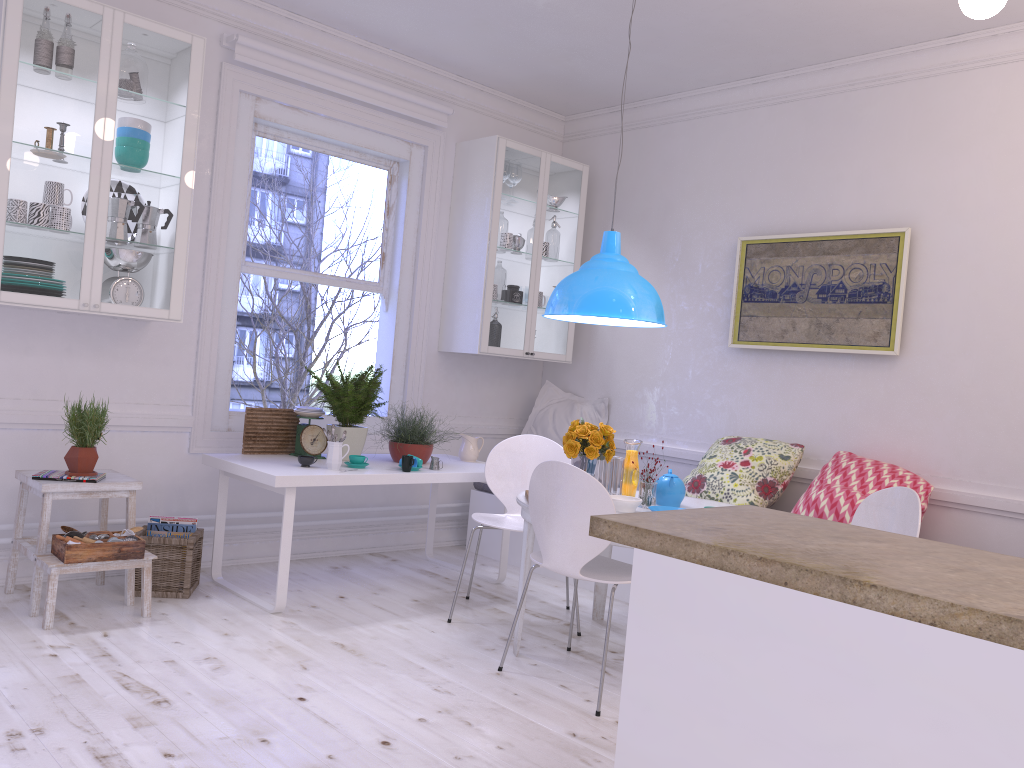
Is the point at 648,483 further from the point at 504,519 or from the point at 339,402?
the point at 339,402

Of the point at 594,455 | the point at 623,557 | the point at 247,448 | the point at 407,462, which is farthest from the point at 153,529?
the point at 623,557

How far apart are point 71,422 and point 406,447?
1.6 meters

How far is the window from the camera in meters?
4.7

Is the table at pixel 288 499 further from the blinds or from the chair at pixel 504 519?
the blinds

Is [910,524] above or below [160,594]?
above

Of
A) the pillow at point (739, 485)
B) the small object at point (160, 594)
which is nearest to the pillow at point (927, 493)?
the pillow at point (739, 485)

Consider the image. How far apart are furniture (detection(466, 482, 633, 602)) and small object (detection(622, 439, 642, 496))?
0.82m

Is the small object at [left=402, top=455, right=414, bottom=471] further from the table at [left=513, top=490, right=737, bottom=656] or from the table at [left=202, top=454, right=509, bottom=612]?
the table at [left=513, top=490, right=737, bottom=656]

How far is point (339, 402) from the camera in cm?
441
